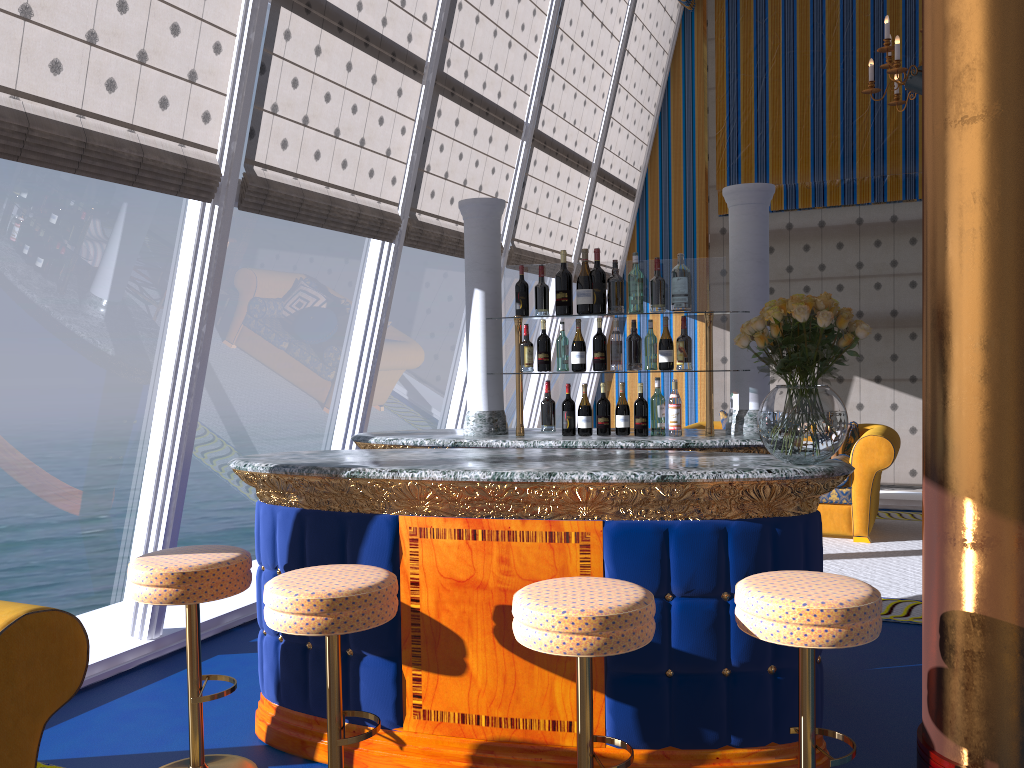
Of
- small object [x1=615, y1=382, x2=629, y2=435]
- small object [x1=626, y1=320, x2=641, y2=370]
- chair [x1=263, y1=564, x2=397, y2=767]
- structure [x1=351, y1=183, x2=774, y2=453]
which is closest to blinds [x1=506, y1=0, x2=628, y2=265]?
small object [x1=626, y1=320, x2=641, y2=370]

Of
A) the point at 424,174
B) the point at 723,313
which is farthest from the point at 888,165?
the point at 723,313

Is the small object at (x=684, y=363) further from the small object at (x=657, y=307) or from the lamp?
the lamp

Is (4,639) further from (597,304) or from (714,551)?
A: (597,304)

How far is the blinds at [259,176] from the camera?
4.3m

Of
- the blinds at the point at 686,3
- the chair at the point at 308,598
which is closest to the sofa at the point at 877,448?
the blinds at the point at 686,3

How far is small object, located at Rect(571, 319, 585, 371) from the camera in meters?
4.0 m

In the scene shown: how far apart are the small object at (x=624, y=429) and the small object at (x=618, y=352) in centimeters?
14cm

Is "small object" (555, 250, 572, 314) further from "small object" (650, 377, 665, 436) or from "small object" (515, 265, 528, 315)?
"small object" (650, 377, 665, 436)

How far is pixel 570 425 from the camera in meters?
4.1
